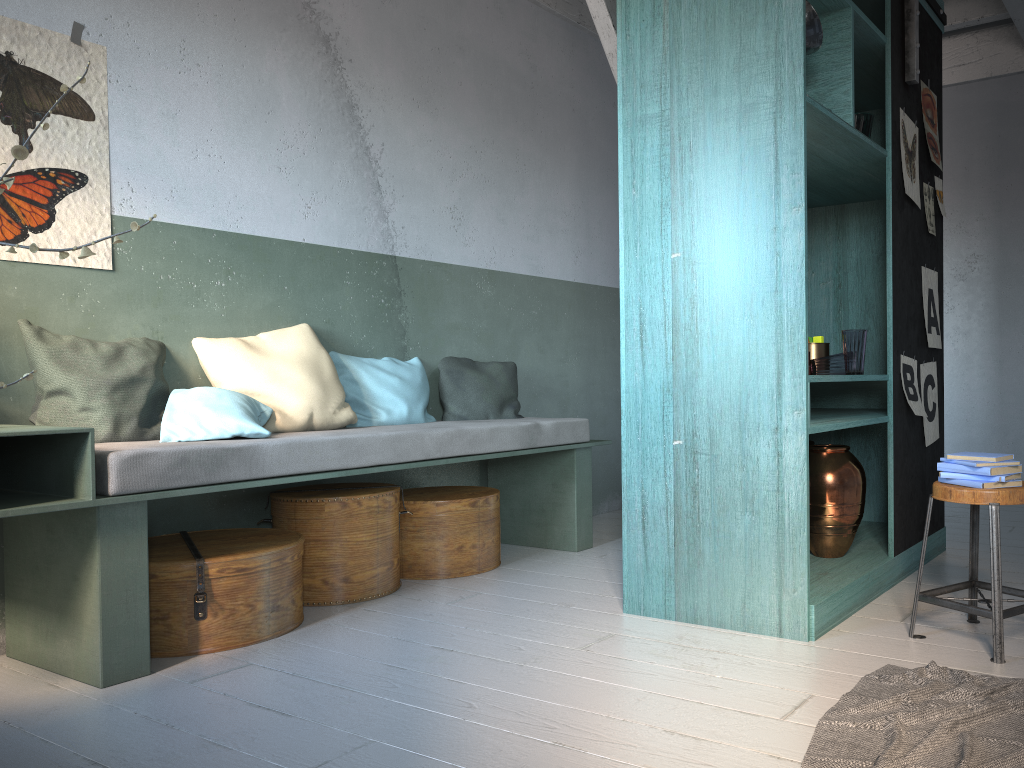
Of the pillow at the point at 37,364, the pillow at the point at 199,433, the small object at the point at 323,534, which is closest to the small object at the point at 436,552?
the small object at the point at 323,534

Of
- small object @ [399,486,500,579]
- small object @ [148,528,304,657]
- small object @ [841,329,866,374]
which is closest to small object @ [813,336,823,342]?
small object @ [841,329,866,374]

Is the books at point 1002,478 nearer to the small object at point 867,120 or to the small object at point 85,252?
the small object at point 867,120

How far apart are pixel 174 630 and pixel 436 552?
1.6 meters

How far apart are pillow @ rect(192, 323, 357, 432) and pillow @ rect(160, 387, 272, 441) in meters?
0.0 m

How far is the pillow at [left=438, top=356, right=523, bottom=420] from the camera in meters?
5.5

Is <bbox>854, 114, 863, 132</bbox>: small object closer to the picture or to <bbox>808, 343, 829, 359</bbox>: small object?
the picture

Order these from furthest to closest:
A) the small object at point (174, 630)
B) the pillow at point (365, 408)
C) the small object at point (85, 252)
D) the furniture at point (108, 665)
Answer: the pillow at point (365, 408), the small object at point (174, 630), the furniture at point (108, 665), the small object at point (85, 252)

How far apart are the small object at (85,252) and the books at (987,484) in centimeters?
289cm

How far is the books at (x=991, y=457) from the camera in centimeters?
319cm
